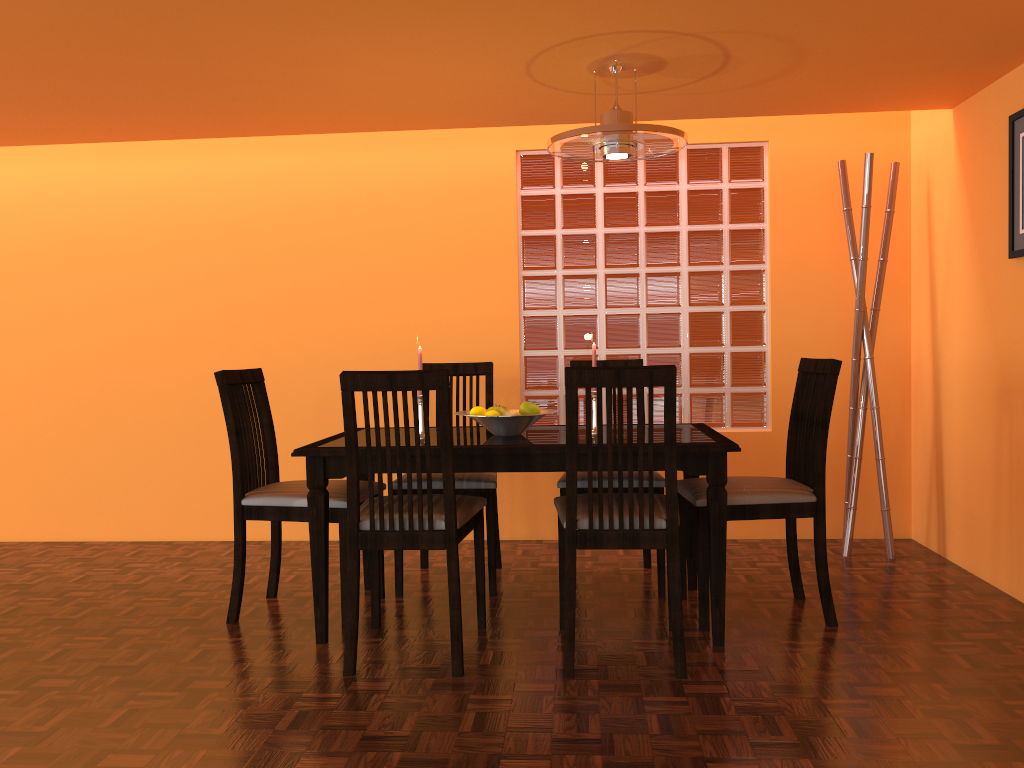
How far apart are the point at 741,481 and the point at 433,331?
1.7m

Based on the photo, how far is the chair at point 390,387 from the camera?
2.3m

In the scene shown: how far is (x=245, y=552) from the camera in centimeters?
281cm

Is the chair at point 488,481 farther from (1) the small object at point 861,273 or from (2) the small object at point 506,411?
(1) the small object at point 861,273

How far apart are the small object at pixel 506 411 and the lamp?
0.8 meters

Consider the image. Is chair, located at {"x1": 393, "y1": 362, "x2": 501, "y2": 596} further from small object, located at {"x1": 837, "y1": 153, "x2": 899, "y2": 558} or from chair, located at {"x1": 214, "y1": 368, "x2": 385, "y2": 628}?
small object, located at {"x1": 837, "y1": 153, "x2": 899, "y2": 558}

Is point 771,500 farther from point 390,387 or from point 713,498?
point 390,387

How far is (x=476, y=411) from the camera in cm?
278

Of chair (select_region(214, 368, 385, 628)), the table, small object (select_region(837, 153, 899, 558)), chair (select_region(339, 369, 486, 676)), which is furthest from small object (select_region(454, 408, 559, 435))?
small object (select_region(837, 153, 899, 558))

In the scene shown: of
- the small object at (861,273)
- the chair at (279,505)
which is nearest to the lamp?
the small object at (861,273)
